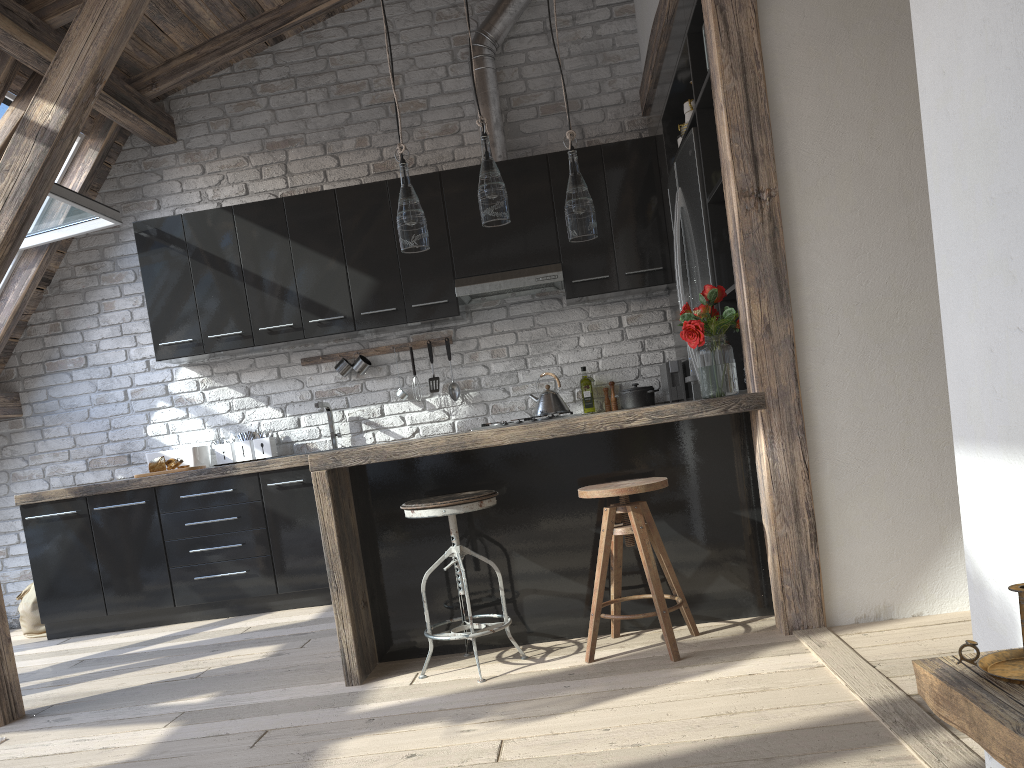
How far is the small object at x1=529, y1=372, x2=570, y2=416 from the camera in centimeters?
485cm

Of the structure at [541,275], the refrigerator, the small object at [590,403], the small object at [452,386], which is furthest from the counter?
the small object at [590,403]

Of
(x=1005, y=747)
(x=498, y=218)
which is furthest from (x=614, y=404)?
(x=1005, y=747)

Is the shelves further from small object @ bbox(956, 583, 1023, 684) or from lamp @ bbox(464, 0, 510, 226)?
lamp @ bbox(464, 0, 510, 226)

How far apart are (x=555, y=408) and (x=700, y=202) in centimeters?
155cm

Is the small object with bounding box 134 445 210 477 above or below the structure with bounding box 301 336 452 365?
below

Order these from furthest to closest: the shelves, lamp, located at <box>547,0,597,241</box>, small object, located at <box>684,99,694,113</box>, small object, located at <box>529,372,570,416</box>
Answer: small object, located at <box>529,372,570,416</box>, small object, located at <box>684,99,694,113</box>, lamp, located at <box>547,0,597,241</box>, the shelves

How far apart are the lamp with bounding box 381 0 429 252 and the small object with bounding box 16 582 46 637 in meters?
3.4

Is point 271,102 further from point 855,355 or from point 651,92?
point 855,355

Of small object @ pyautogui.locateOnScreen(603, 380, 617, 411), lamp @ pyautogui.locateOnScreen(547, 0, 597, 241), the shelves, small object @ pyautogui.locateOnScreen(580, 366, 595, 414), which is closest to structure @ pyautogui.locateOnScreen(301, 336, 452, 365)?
small object @ pyautogui.locateOnScreen(580, 366, 595, 414)
